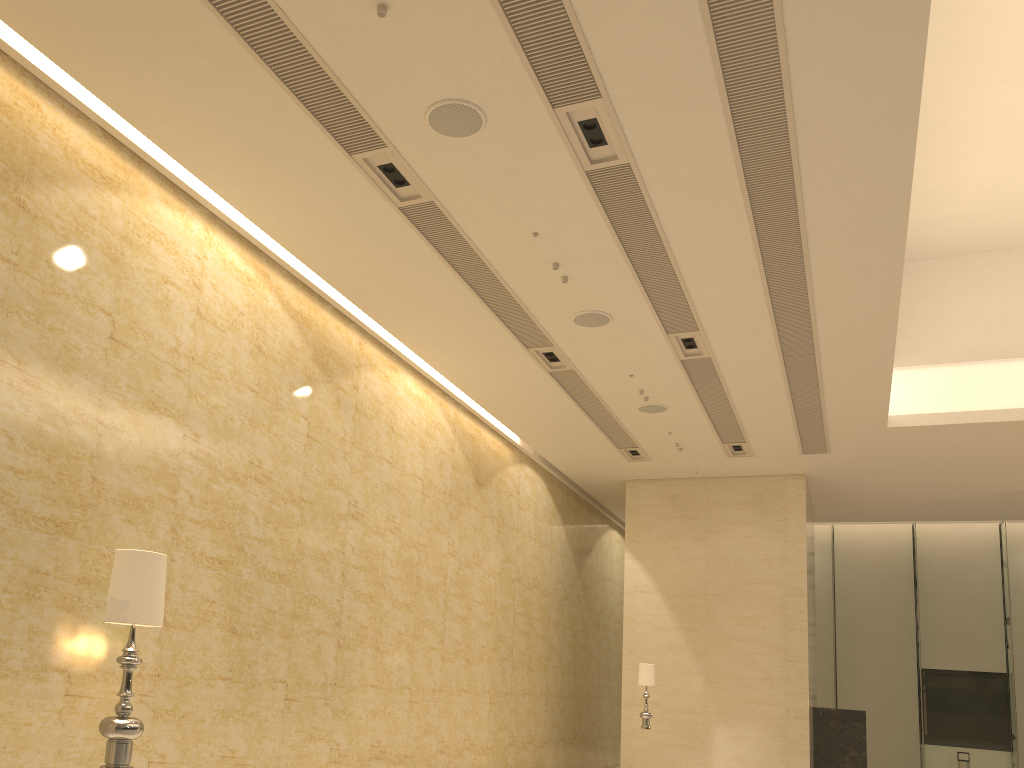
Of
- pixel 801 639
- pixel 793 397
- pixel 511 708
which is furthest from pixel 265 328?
pixel 801 639

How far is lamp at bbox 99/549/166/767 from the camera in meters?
3.7 m

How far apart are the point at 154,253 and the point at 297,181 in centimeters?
137cm

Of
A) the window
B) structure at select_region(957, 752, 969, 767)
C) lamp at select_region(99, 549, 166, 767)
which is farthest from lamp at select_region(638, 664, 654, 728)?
the window

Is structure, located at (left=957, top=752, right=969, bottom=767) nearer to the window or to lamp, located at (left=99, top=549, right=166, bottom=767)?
the window

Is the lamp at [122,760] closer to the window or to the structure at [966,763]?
the structure at [966,763]

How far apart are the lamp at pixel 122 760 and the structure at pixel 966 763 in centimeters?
2343cm

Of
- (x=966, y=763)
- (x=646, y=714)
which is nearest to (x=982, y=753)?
(x=966, y=763)

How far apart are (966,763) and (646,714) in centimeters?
1304cm

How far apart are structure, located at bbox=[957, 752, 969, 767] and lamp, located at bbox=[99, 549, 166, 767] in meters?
23.4 m
